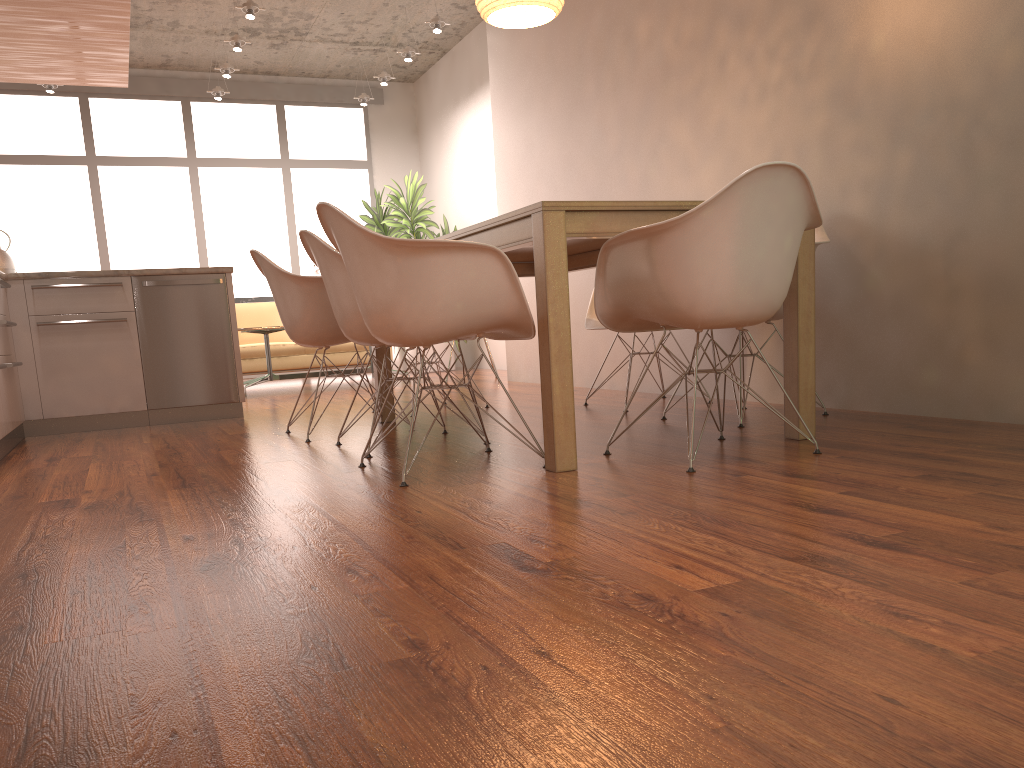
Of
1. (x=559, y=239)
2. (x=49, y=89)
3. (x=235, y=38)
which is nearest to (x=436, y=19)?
(x=235, y=38)

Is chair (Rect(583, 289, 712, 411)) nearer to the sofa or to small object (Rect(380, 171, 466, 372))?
the sofa

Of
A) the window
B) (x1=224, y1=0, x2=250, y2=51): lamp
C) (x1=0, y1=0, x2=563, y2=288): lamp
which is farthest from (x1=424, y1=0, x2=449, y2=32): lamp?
(x1=0, y1=0, x2=563, y2=288): lamp

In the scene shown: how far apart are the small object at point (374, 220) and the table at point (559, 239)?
5.6 meters

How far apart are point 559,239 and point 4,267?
3.8m

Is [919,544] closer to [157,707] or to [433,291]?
[157,707]

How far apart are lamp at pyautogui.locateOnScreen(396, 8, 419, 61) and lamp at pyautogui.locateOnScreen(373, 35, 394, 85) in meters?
0.8 m

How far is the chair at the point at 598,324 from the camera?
4.7 meters

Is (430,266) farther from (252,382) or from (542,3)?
(252,382)

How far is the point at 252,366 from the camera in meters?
8.5 m
